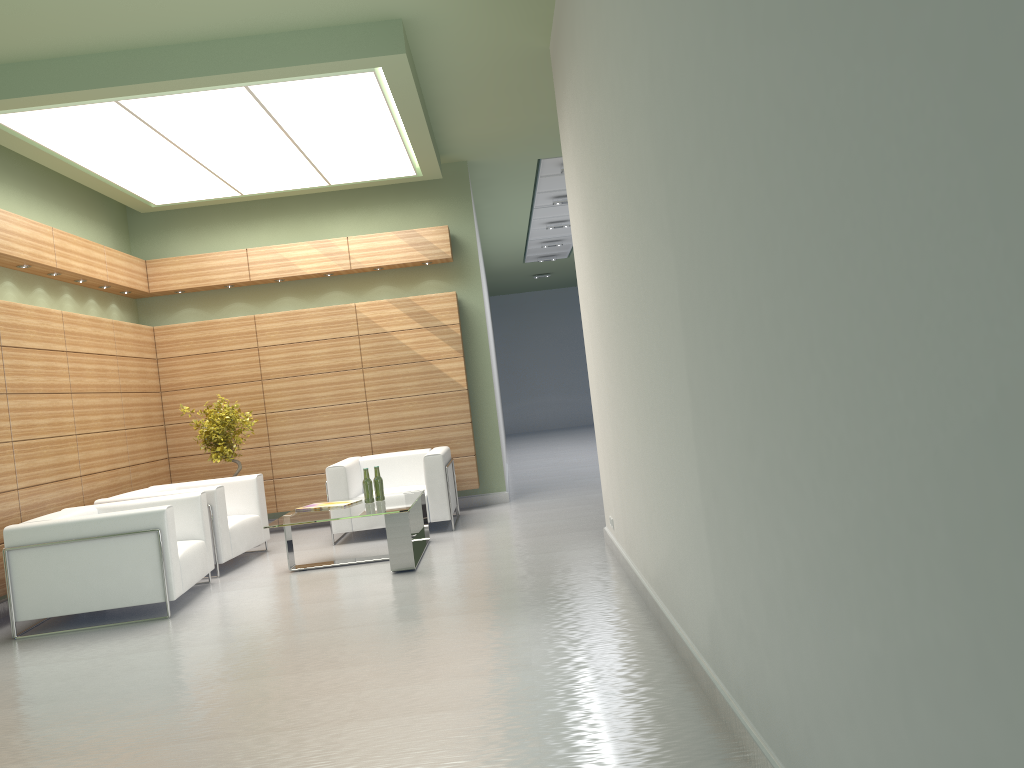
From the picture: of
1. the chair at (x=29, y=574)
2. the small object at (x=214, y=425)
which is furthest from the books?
the small object at (x=214, y=425)

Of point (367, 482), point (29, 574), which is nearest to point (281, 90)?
point (367, 482)

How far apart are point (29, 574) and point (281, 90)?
6.3 meters

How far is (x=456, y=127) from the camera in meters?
14.3 m

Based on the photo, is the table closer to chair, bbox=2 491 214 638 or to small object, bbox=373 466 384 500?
small object, bbox=373 466 384 500

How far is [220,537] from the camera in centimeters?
1202cm

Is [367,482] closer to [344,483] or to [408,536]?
[408,536]

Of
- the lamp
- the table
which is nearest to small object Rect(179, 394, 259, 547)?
the table

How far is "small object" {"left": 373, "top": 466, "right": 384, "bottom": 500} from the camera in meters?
12.1 m

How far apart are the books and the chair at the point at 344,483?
1.41m
